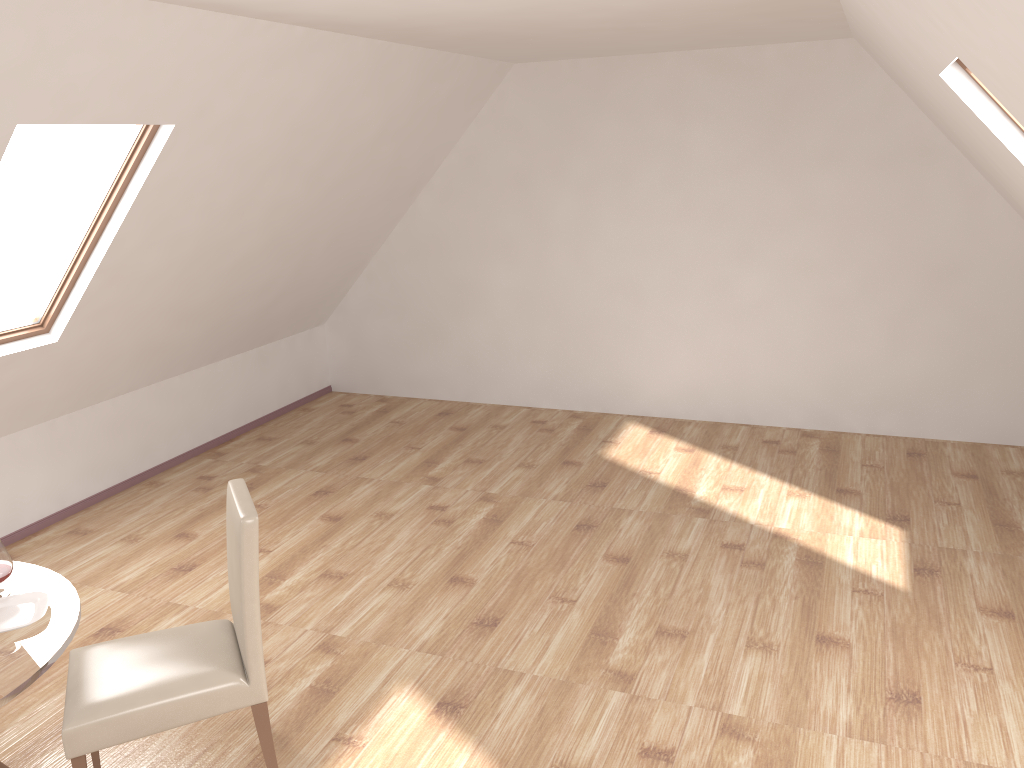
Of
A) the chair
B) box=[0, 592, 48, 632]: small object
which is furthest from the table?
the chair

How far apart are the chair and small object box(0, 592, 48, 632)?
0.3 meters

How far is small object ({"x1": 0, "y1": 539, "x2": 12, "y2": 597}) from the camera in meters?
2.7 m

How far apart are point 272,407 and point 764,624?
4.5 meters

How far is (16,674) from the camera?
2.3m

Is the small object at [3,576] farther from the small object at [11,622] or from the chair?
the chair

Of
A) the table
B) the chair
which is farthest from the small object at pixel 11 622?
the chair

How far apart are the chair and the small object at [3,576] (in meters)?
0.32

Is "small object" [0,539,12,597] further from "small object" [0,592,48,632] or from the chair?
the chair

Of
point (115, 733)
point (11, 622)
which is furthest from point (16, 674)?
point (115, 733)
